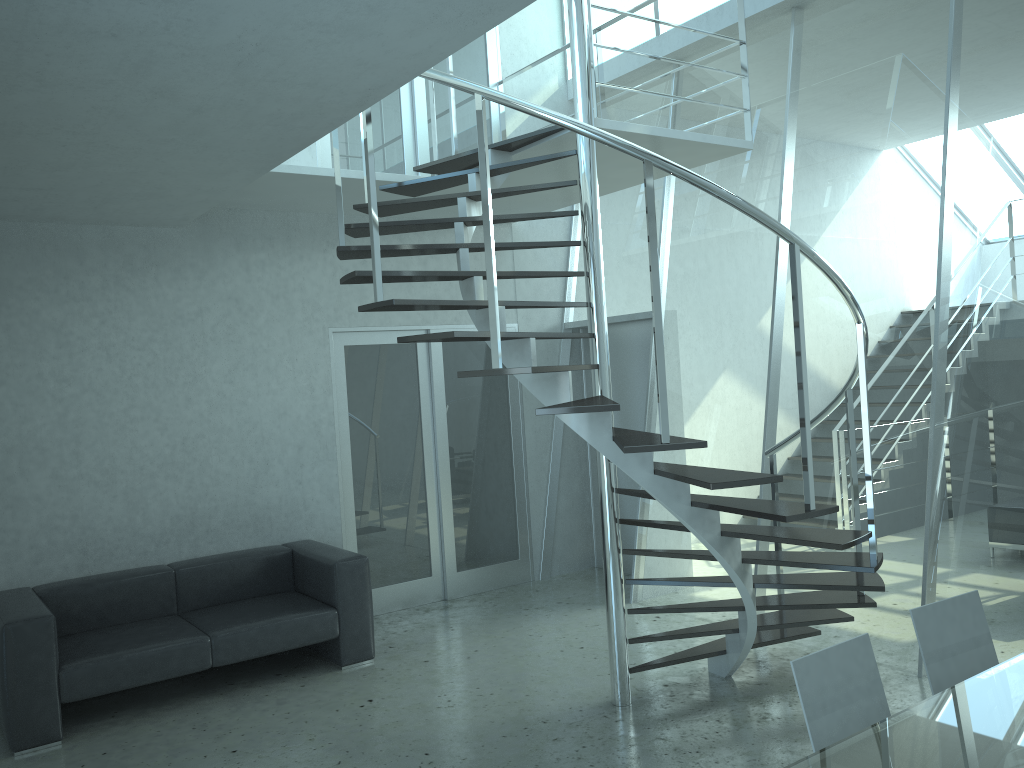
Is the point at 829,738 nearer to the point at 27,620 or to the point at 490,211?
the point at 490,211

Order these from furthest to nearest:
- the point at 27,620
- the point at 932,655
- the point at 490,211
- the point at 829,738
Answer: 1. the point at 27,620
2. the point at 490,211
3. the point at 932,655
4. the point at 829,738

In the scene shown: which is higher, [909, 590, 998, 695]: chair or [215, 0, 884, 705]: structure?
[215, 0, 884, 705]: structure

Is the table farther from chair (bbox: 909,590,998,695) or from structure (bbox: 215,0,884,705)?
structure (bbox: 215,0,884,705)

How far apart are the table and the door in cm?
458

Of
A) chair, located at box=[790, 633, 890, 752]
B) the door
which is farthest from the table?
the door

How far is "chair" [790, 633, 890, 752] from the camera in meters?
2.5 m

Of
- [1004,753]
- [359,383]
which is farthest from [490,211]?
[359,383]

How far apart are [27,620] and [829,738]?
3.8 meters

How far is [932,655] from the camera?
2.90m
